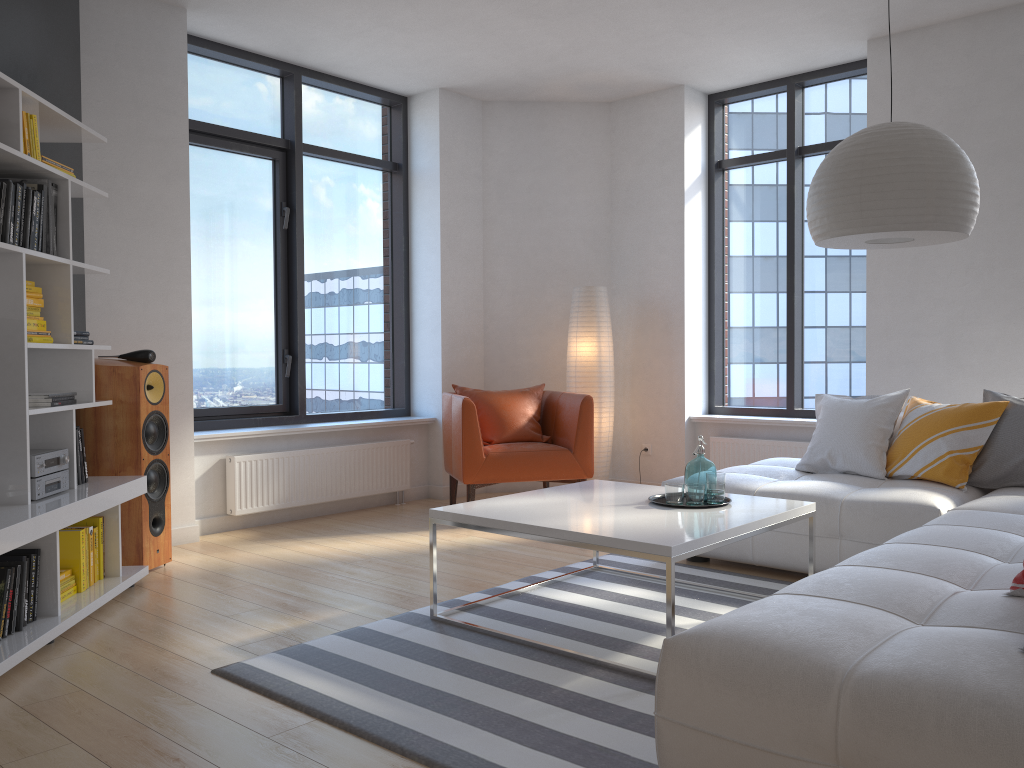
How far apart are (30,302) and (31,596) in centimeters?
114cm

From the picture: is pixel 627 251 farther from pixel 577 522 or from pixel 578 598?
pixel 577 522

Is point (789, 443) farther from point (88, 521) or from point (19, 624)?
point (19, 624)

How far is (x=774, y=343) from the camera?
6.5m

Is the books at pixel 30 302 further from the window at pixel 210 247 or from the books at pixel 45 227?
the window at pixel 210 247

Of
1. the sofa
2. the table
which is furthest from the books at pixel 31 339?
the sofa

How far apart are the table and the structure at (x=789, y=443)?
2.30m

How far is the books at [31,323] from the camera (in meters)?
3.47

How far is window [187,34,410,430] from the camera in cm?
561

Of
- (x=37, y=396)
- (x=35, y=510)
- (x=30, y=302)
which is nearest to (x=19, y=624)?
(x=35, y=510)
